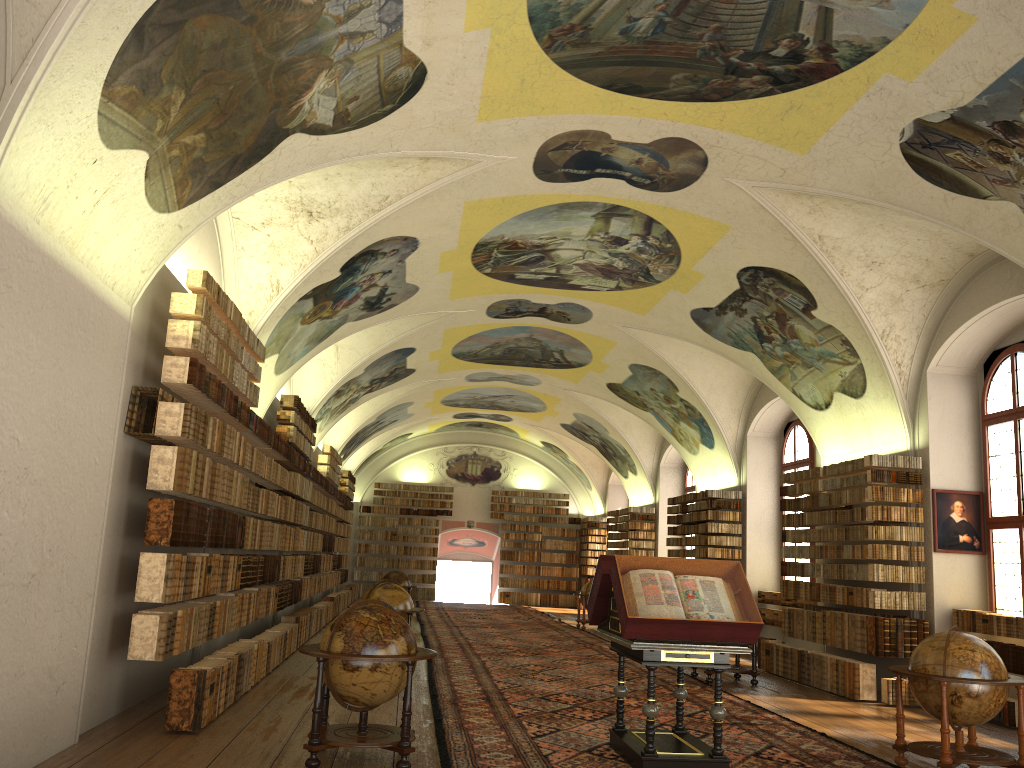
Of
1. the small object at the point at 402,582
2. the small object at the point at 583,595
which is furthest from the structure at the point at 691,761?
the small object at the point at 583,595

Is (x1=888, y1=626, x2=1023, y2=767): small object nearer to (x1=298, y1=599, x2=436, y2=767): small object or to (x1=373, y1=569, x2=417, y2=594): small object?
(x1=298, y1=599, x2=436, y2=767): small object

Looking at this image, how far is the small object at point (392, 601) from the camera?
14.4m

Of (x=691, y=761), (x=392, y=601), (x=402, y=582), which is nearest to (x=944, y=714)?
(x=691, y=761)

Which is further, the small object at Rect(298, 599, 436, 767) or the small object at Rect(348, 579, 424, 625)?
the small object at Rect(348, 579, 424, 625)

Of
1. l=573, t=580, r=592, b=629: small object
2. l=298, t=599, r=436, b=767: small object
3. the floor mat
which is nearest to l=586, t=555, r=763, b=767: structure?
the floor mat

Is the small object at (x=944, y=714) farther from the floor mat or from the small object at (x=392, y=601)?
the small object at (x=392, y=601)

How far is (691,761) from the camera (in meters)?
7.89

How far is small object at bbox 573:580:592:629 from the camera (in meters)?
25.54

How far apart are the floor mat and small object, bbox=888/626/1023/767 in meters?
0.2 m
